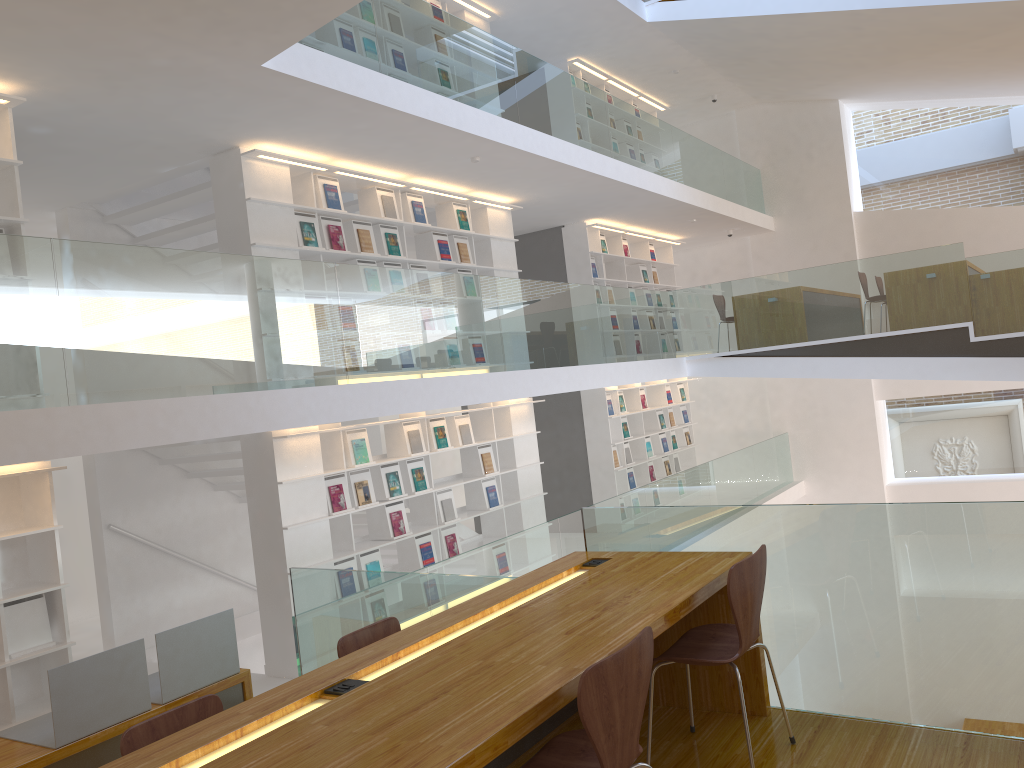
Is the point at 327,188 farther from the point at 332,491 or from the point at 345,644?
the point at 345,644

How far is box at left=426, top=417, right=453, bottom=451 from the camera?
8.0 meters

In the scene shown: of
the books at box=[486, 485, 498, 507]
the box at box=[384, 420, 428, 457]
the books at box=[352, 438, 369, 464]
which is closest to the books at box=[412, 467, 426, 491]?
the box at box=[384, 420, 428, 457]

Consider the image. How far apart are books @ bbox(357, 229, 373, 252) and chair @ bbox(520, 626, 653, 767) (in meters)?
5.66

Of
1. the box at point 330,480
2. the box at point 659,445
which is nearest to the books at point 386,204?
the box at point 330,480

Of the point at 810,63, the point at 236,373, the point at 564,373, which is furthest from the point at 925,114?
the point at 236,373

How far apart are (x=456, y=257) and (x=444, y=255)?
0.2 meters

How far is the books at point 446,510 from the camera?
8.0 meters

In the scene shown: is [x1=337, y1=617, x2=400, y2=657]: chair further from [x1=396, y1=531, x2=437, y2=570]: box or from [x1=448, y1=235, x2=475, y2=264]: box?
[x1=448, y1=235, x2=475, y2=264]: box

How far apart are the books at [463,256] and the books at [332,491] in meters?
2.8 m
